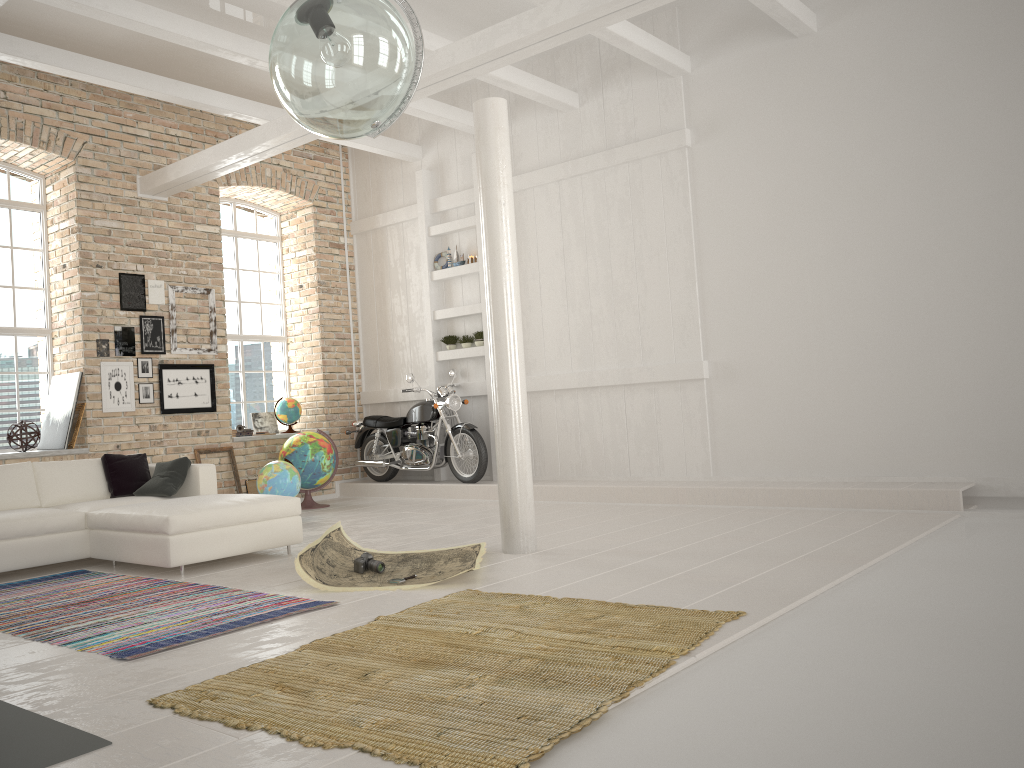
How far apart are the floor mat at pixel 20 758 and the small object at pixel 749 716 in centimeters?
132cm

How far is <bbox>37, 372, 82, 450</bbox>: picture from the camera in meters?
8.7 m

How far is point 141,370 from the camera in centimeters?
927cm

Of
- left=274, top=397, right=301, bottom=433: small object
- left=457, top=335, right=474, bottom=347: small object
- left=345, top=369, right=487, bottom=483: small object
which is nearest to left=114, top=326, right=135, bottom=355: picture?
left=274, top=397, right=301, bottom=433: small object

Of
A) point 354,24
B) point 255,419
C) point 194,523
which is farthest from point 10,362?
point 354,24

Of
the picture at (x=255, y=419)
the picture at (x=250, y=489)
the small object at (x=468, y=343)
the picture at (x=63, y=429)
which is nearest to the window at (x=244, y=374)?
the picture at (x=255, y=419)

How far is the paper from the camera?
→ 5.04m

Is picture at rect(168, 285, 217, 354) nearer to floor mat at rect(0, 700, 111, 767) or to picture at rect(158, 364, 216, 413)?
picture at rect(158, 364, 216, 413)

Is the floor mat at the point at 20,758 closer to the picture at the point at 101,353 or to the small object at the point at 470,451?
the picture at the point at 101,353

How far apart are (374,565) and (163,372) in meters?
4.8 m
